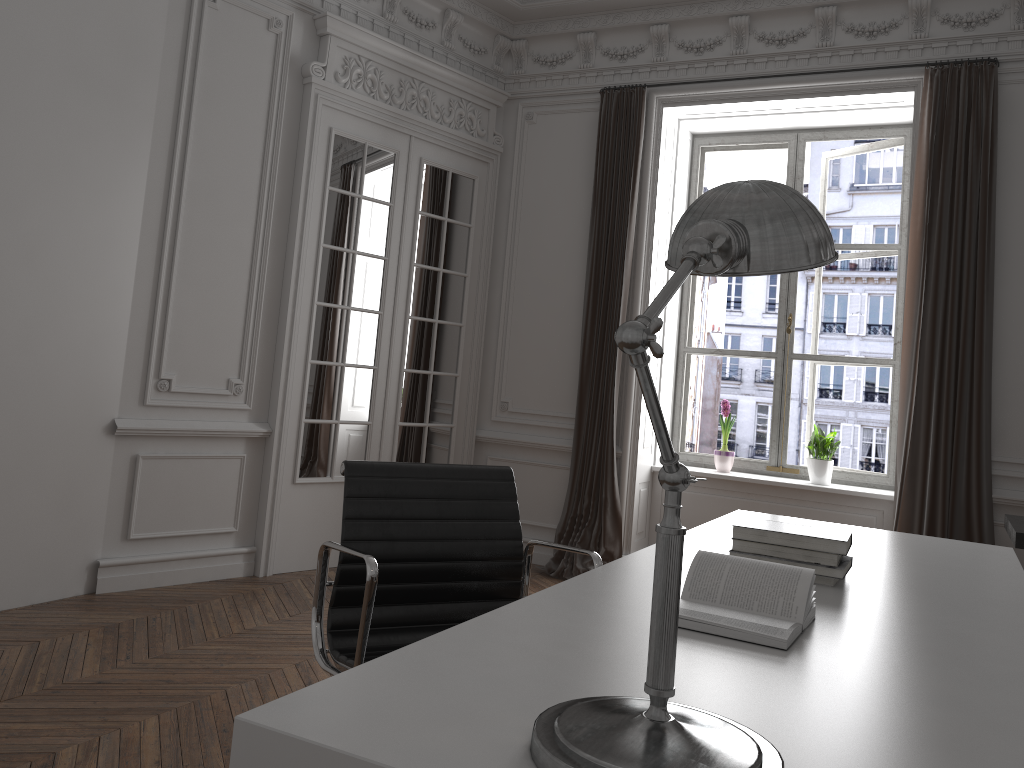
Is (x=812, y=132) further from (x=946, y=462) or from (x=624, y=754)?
(x=624, y=754)

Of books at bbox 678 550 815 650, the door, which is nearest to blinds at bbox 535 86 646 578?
the door

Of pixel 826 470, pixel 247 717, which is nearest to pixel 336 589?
pixel 247 717

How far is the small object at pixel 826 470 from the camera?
5.46m

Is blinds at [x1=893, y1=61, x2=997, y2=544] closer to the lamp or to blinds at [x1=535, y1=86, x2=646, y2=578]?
blinds at [x1=535, y1=86, x2=646, y2=578]

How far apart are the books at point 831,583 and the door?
3.4 meters

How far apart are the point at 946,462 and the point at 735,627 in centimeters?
366cm

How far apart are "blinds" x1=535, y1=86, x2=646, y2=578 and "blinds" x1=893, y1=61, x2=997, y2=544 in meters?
1.6 m

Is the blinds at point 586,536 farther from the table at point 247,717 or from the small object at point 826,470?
the table at point 247,717

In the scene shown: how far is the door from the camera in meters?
4.9
